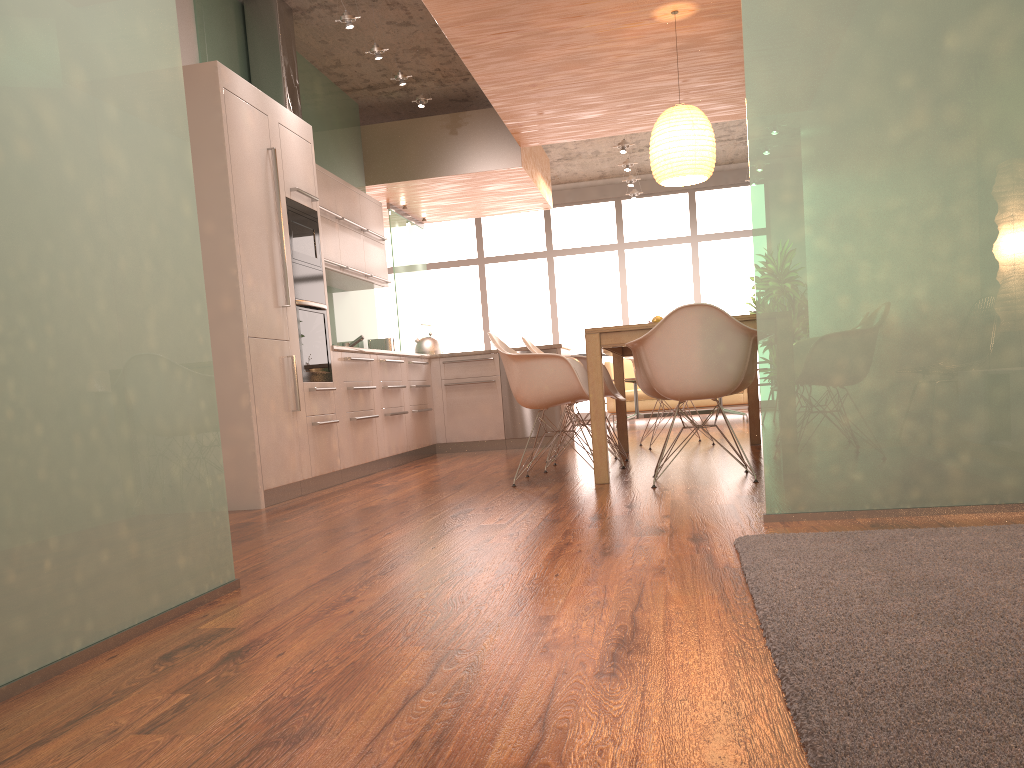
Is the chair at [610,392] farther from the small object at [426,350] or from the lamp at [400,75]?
the lamp at [400,75]

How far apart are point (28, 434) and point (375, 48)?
5.3m

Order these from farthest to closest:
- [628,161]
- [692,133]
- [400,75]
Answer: [628,161] < [400,75] < [692,133]

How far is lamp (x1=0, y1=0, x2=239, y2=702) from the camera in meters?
1.8

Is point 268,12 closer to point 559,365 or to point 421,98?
point 421,98

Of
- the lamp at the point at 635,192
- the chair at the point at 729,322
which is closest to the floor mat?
the chair at the point at 729,322

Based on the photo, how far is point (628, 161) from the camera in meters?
10.3

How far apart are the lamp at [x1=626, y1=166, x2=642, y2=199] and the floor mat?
9.74m

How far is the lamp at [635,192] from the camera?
11.9m

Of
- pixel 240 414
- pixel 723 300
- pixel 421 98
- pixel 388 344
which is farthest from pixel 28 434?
pixel 723 300
